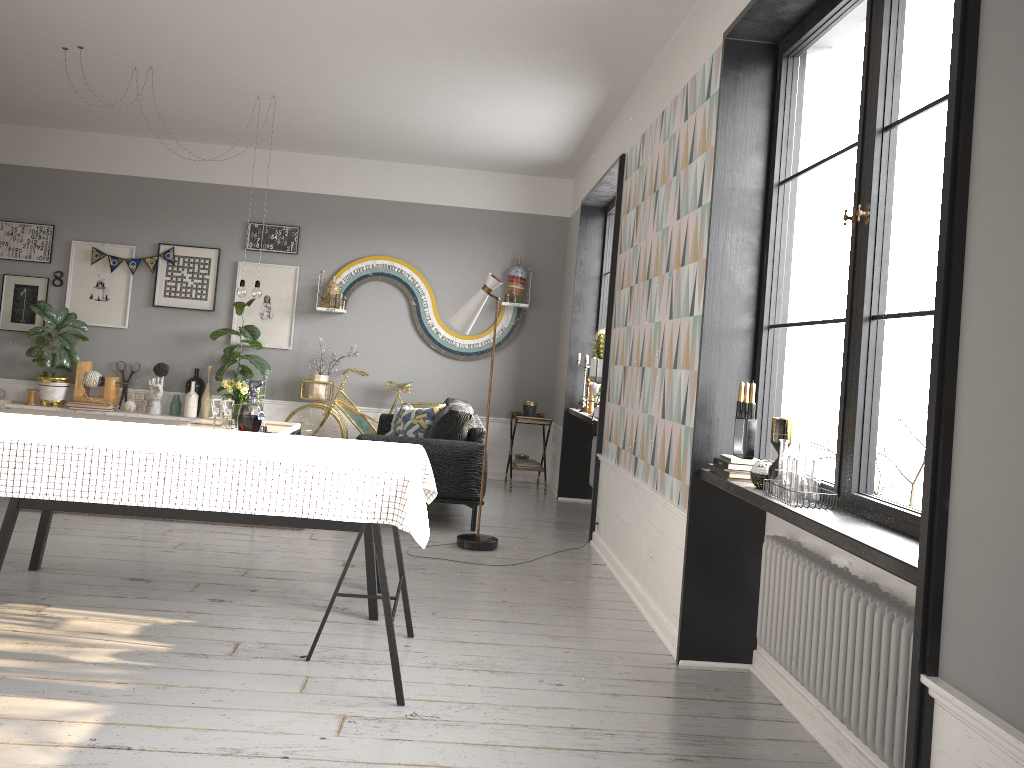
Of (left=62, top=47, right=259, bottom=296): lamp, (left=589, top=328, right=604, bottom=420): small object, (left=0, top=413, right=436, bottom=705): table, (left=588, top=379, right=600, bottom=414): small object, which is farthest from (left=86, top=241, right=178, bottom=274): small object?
(left=0, top=413, right=436, bottom=705): table

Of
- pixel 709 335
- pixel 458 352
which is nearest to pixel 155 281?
pixel 458 352

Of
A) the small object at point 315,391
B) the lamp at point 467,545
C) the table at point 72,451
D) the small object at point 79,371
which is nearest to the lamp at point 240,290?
the small object at point 315,391

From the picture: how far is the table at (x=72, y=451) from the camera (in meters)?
2.85

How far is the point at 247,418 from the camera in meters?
5.9 m

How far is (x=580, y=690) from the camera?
3.3 meters

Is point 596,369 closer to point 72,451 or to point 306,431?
point 306,431

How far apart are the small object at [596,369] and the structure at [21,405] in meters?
4.1 m

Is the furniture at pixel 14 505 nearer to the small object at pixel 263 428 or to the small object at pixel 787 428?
the small object at pixel 787 428

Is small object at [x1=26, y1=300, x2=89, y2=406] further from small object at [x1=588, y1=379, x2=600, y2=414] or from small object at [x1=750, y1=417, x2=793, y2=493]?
small object at [x1=750, y1=417, x2=793, y2=493]
